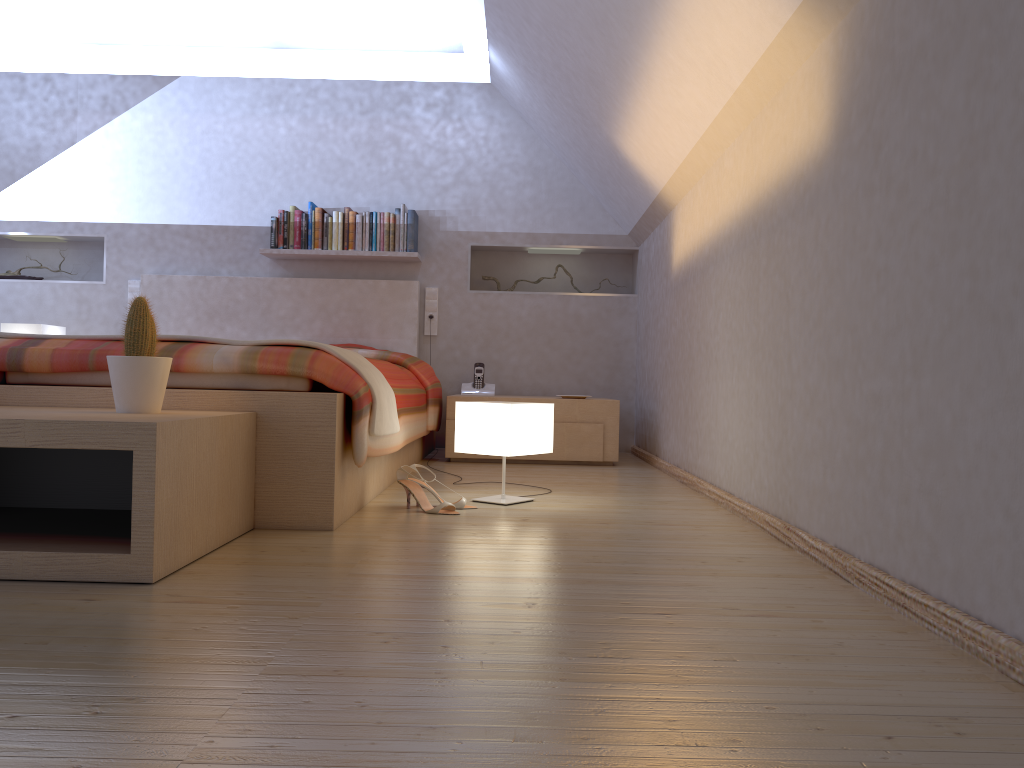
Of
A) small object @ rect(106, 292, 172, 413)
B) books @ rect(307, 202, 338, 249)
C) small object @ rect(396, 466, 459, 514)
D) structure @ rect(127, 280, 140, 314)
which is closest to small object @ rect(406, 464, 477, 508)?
small object @ rect(396, 466, 459, 514)

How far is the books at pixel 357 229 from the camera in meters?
5.1

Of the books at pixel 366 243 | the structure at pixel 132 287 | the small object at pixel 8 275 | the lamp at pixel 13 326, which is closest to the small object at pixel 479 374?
the books at pixel 366 243

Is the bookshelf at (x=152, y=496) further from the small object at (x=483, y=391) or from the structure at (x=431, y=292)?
the structure at (x=431, y=292)

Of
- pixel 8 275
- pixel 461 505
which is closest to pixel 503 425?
pixel 461 505

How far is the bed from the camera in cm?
231

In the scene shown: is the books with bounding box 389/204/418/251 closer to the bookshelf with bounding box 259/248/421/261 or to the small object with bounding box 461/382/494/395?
the bookshelf with bounding box 259/248/421/261

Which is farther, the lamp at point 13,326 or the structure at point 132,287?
the structure at point 132,287

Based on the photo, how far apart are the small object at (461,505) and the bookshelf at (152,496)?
0.6m

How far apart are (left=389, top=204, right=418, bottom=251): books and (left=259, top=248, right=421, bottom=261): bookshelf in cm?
4
